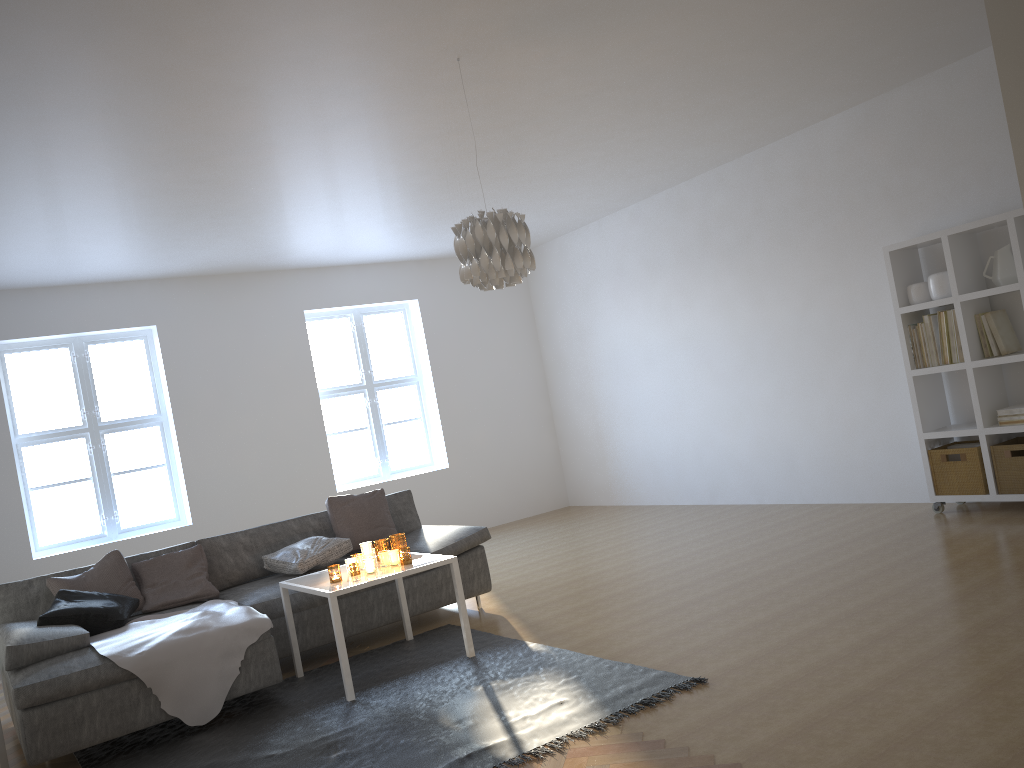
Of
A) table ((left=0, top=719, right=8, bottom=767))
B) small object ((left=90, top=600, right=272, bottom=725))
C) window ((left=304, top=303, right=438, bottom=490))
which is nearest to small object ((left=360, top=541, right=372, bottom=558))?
small object ((left=90, top=600, right=272, bottom=725))

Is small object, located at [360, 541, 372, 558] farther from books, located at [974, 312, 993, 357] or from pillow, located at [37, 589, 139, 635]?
books, located at [974, 312, 993, 357]

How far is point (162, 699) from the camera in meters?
3.9 m

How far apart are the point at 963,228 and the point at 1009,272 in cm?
37

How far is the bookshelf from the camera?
5.3m

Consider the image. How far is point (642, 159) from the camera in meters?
6.5 m

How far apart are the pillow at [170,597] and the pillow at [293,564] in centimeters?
34cm

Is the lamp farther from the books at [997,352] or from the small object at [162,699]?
the books at [997,352]

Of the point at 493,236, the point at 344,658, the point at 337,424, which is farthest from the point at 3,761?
the point at 337,424

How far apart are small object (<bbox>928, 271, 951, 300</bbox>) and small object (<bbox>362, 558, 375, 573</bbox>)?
3.8m
